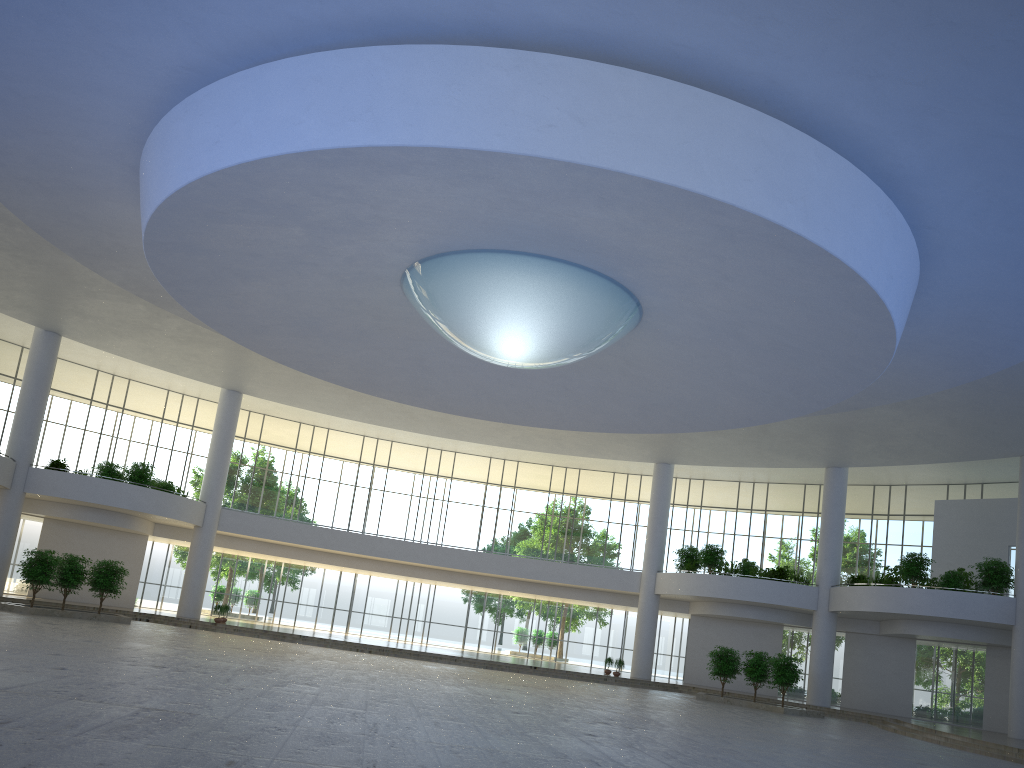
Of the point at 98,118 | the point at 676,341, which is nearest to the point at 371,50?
the point at 98,118
